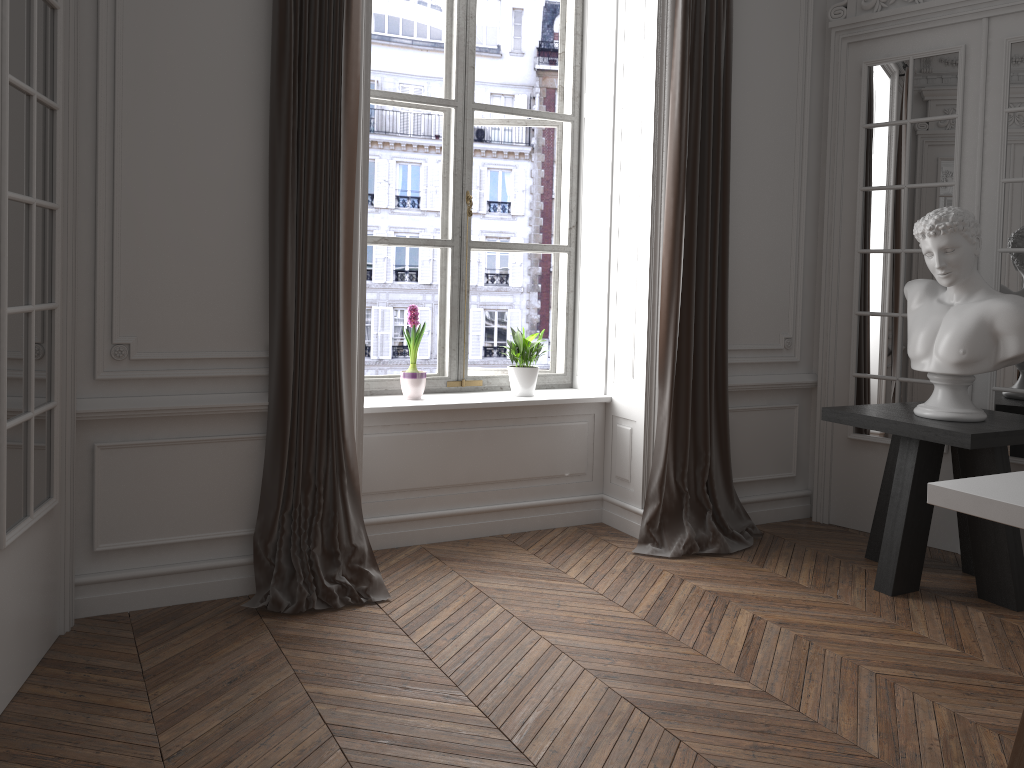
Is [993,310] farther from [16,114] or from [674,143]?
[16,114]

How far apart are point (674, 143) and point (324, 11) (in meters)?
1.76

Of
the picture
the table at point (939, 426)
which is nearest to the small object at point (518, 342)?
the picture

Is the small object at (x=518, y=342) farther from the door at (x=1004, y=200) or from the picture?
the door at (x=1004, y=200)

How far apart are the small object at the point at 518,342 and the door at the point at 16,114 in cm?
214

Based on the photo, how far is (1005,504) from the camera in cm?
236

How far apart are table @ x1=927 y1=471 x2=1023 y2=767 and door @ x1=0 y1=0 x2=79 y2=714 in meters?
2.7

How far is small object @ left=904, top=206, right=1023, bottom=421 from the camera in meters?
3.7 m

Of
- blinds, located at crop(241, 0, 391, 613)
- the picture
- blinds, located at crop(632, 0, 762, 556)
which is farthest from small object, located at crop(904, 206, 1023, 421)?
blinds, located at crop(241, 0, 391, 613)

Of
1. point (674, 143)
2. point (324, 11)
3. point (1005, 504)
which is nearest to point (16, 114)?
point (324, 11)
